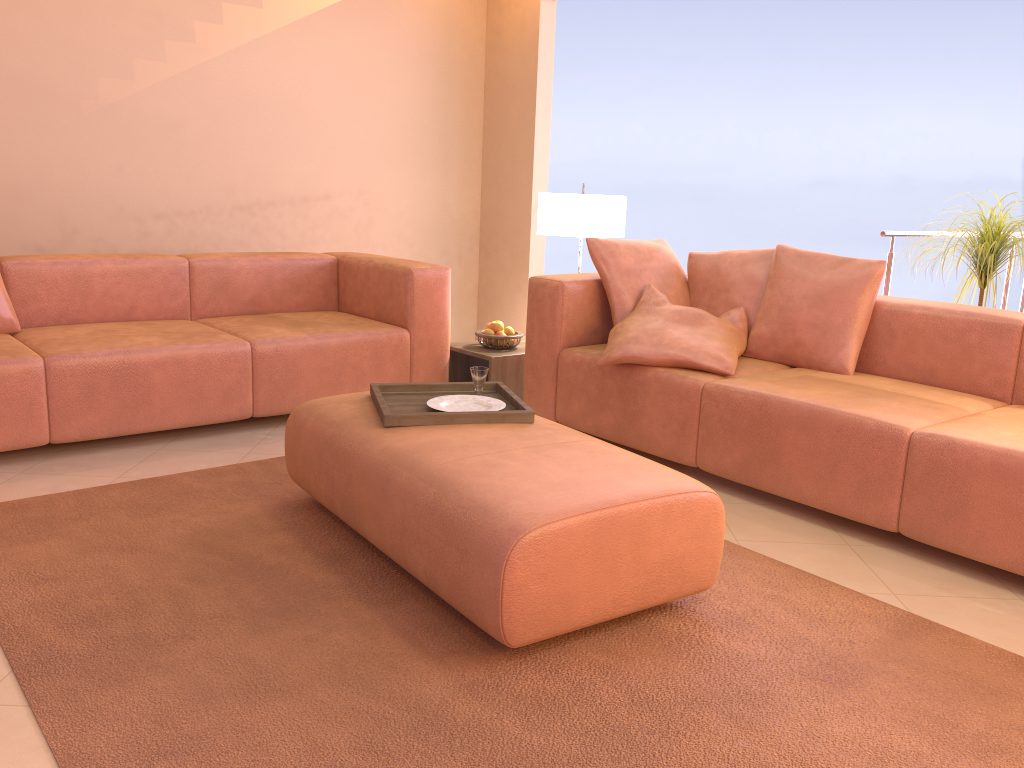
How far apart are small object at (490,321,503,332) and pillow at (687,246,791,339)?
0.9m

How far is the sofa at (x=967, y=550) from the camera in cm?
245

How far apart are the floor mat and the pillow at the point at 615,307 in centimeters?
131cm

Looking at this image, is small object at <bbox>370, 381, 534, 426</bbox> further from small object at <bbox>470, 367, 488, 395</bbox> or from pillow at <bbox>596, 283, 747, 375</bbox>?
pillow at <bbox>596, 283, 747, 375</bbox>

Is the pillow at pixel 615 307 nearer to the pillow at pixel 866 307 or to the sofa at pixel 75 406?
the pillow at pixel 866 307

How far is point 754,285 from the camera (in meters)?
3.60

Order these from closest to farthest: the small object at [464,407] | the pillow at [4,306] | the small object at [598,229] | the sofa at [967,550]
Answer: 1. the sofa at [967,550]
2. the small object at [464,407]
3. the pillow at [4,306]
4. the small object at [598,229]

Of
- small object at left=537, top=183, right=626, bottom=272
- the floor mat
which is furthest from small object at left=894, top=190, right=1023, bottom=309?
the floor mat

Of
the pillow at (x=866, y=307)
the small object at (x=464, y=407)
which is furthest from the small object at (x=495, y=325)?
the small object at (x=464, y=407)

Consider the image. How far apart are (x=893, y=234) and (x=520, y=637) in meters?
3.0 m
